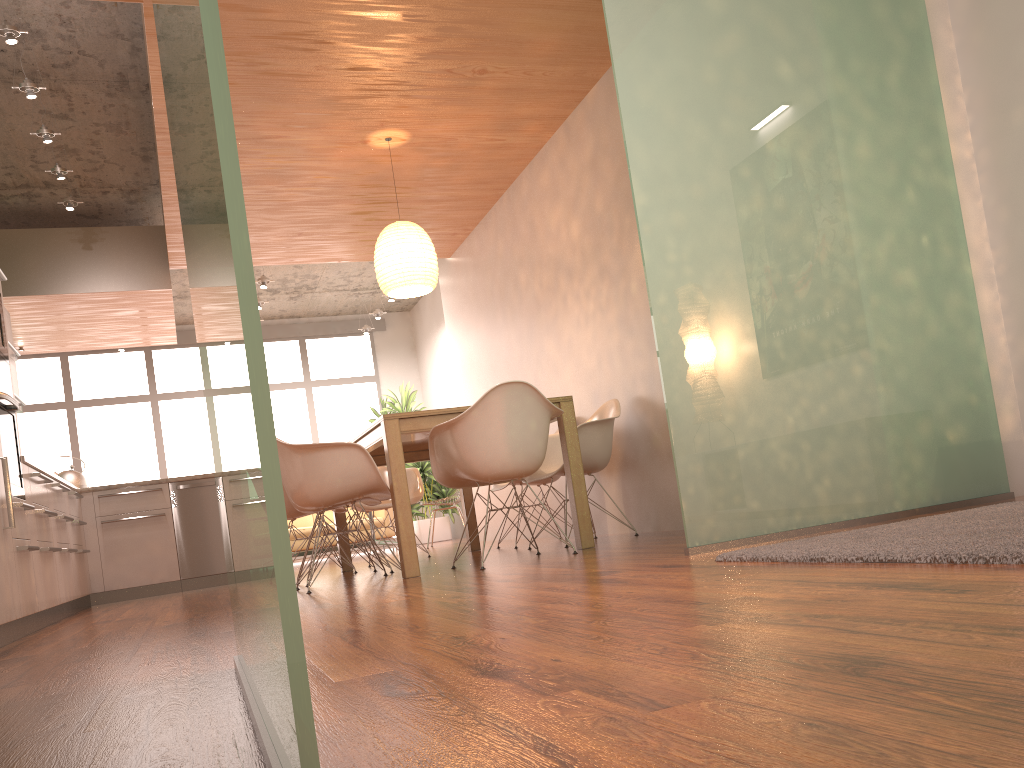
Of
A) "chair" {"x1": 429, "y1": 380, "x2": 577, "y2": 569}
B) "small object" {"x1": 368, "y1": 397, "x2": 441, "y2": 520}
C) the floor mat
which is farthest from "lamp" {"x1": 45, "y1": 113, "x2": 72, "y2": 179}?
"small object" {"x1": 368, "y1": 397, "x2": 441, "y2": 520}

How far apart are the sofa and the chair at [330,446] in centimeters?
599cm

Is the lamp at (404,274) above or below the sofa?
above

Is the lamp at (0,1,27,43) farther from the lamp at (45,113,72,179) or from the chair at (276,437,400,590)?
the chair at (276,437,400,590)

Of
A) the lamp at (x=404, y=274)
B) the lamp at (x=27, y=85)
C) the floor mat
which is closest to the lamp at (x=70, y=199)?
the lamp at (x=27, y=85)

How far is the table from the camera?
4.27m

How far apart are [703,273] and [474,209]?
4.4m

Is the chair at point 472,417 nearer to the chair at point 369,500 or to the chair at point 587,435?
the chair at point 587,435

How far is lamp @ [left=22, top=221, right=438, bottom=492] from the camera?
5.67m

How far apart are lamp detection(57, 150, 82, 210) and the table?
3.00m
